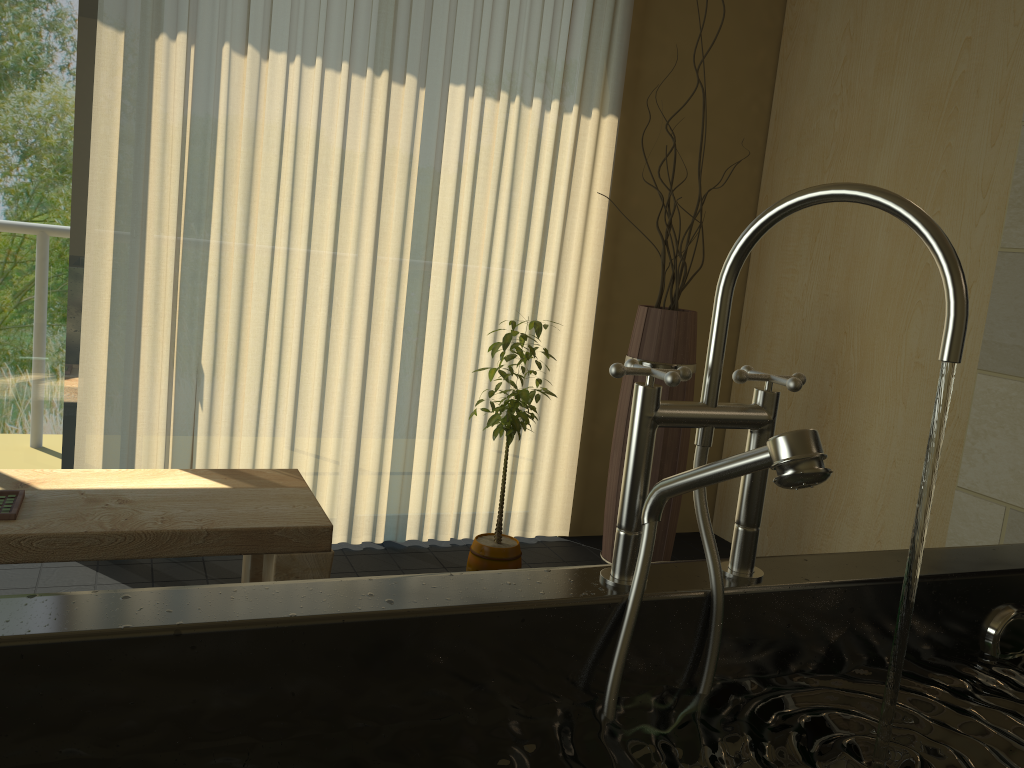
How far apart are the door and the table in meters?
0.6

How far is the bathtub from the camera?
0.8m

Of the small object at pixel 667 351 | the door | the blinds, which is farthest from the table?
the small object at pixel 667 351

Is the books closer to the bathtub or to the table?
the table

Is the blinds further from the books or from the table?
the books

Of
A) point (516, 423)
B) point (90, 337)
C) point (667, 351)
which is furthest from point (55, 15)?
point (667, 351)

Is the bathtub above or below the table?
above

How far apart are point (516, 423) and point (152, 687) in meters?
1.8 m

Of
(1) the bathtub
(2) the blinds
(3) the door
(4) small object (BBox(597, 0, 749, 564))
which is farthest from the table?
(1) the bathtub

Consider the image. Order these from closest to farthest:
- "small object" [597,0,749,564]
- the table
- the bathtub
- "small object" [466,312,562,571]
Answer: the bathtub, the table, "small object" [466,312,562,571], "small object" [597,0,749,564]
